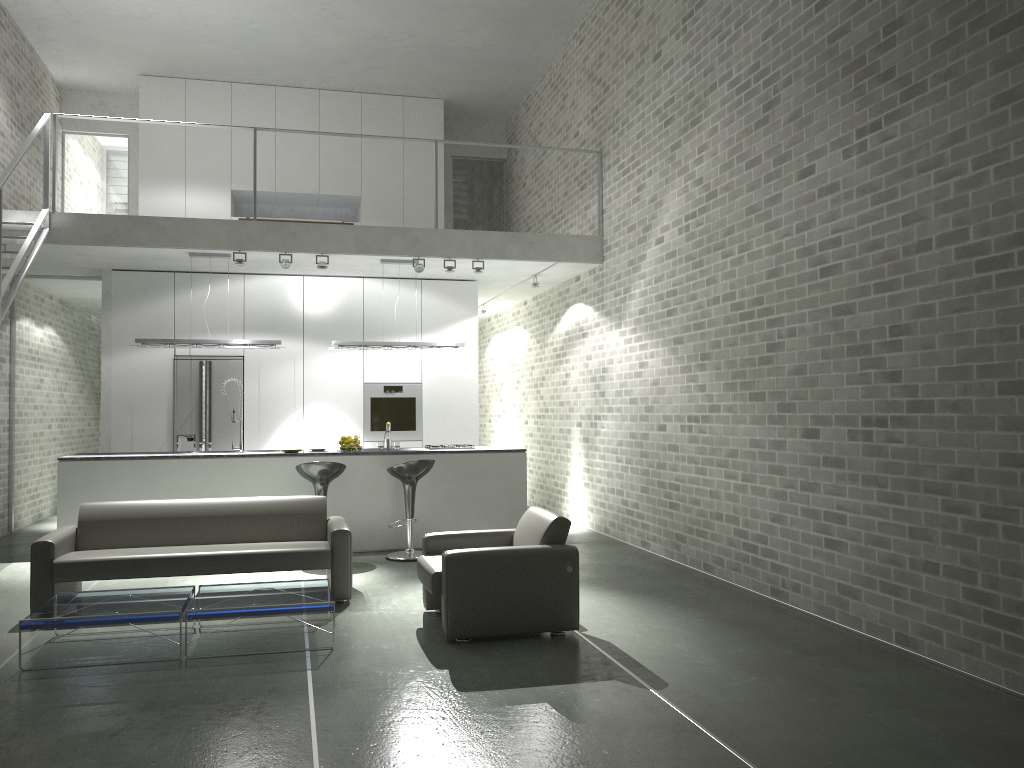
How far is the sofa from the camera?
5.9m

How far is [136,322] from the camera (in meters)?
10.00

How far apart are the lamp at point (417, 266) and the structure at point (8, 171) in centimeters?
354cm

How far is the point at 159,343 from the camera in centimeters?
883cm

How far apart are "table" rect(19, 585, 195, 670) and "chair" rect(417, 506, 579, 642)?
1.41m

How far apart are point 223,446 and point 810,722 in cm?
782

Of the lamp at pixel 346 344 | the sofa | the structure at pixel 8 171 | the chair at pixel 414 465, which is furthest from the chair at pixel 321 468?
the structure at pixel 8 171

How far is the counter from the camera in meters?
8.1

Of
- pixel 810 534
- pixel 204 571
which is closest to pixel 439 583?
pixel 204 571

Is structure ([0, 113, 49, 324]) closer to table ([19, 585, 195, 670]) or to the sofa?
the sofa
